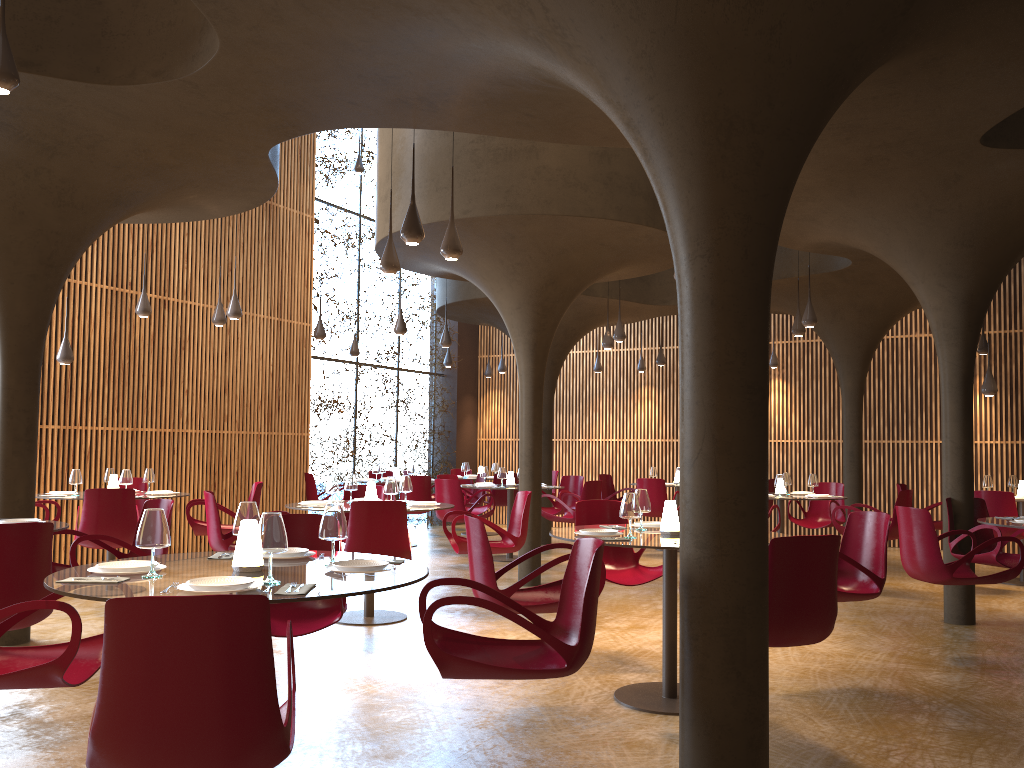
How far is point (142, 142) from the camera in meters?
7.1

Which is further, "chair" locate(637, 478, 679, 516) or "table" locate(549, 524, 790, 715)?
"chair" locate(637, 478, 679, 516)

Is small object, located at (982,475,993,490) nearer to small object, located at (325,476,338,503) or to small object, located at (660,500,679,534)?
small object, located at (660,500,679,534)

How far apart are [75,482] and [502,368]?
10.16m

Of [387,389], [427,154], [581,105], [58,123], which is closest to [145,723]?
[581,105]

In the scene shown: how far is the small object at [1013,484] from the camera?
12.2m

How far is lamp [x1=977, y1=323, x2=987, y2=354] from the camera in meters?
14.3 m

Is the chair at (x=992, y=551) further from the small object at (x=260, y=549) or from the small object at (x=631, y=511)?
the small object at (x=260, y=549)

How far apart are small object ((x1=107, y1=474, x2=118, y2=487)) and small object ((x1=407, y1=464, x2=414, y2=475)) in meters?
5.7

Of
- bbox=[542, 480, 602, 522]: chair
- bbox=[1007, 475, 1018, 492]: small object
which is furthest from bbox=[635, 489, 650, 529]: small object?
bbox=[1007, 475, 1018, 492]: small object
